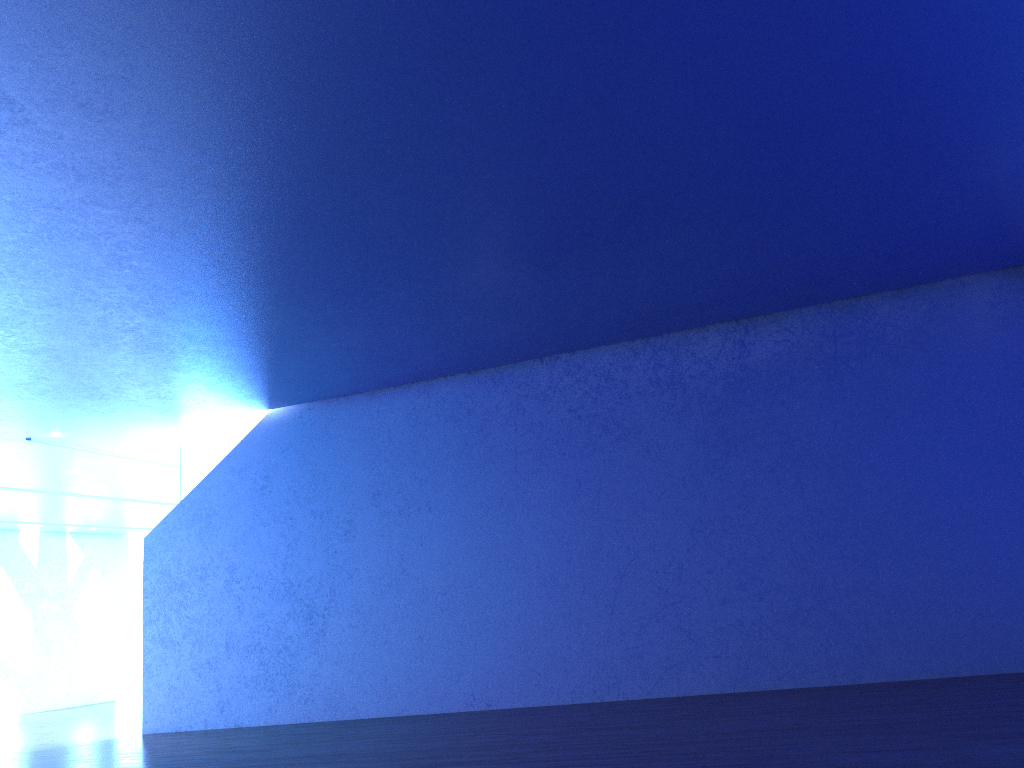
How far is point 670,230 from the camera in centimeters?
716cm

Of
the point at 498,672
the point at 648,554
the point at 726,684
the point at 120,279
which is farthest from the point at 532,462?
the point at 120,279
